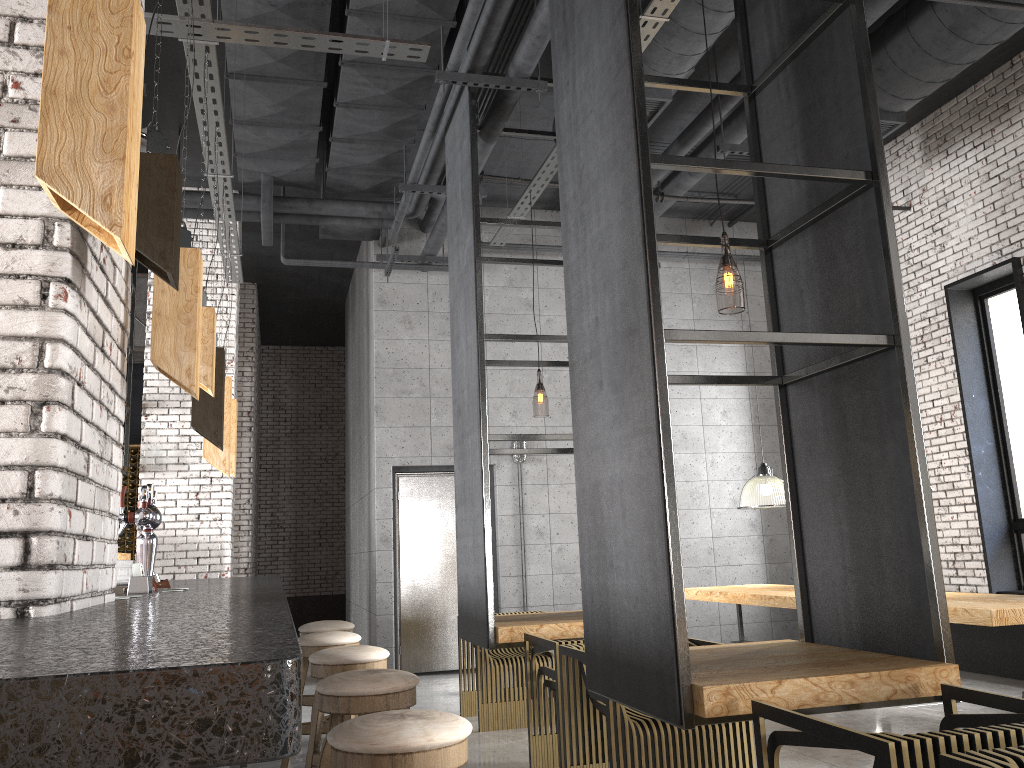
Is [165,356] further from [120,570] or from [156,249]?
[120,570]

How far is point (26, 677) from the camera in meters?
0.8 m

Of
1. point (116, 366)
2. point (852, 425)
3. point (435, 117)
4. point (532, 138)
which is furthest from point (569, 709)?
point (532, 138)

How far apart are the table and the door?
2.4 meters

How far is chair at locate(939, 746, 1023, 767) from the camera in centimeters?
177cm

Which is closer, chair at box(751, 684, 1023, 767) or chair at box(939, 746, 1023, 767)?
chair at box(939, 746, 1023, 767)

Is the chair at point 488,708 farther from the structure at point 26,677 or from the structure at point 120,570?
the structure at point 120,570

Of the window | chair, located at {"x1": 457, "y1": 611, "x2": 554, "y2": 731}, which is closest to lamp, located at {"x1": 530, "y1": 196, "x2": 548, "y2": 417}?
chair, located at {"x1": 457, "y1": 611, "x2": 554, "y2": 731}

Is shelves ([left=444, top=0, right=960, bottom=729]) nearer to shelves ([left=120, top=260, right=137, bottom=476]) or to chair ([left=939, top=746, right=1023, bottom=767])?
chair ([left=939, top=746, right=1023, bottom=767])

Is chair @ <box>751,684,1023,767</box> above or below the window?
below
